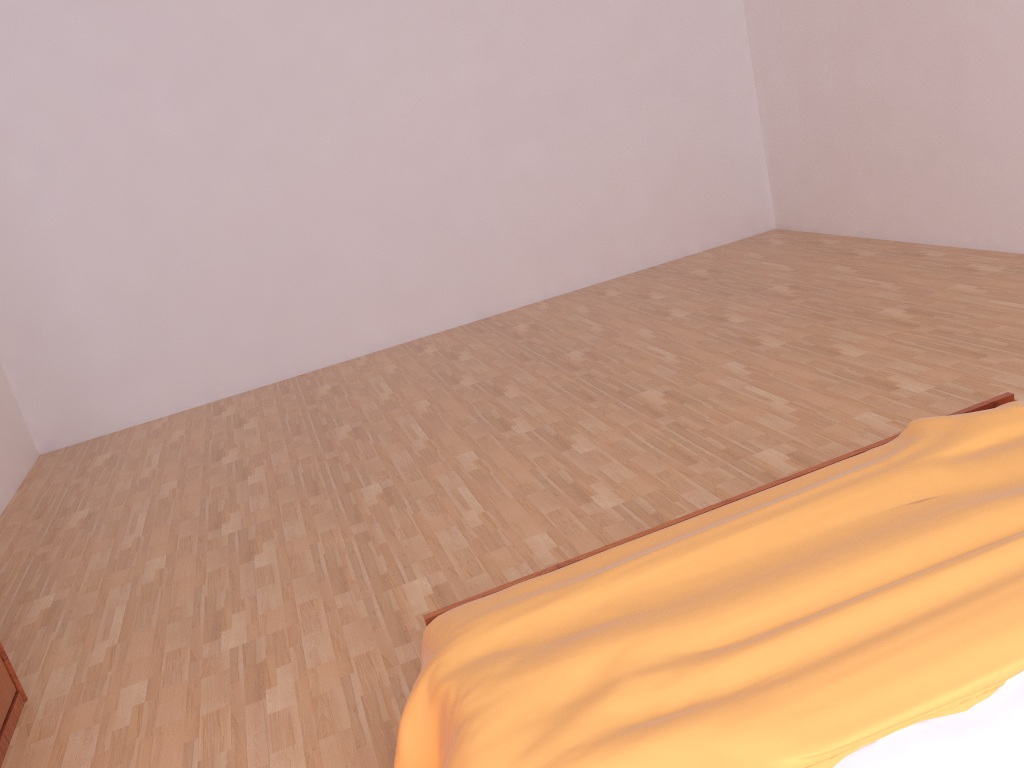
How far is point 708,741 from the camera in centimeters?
115cm

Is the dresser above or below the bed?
below

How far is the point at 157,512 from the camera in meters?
3.5

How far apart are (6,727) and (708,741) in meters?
1.9

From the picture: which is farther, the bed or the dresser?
the dresser

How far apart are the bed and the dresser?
1.2 meters

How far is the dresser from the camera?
2.2m

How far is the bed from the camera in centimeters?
115cm

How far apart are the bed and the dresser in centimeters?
125cm
